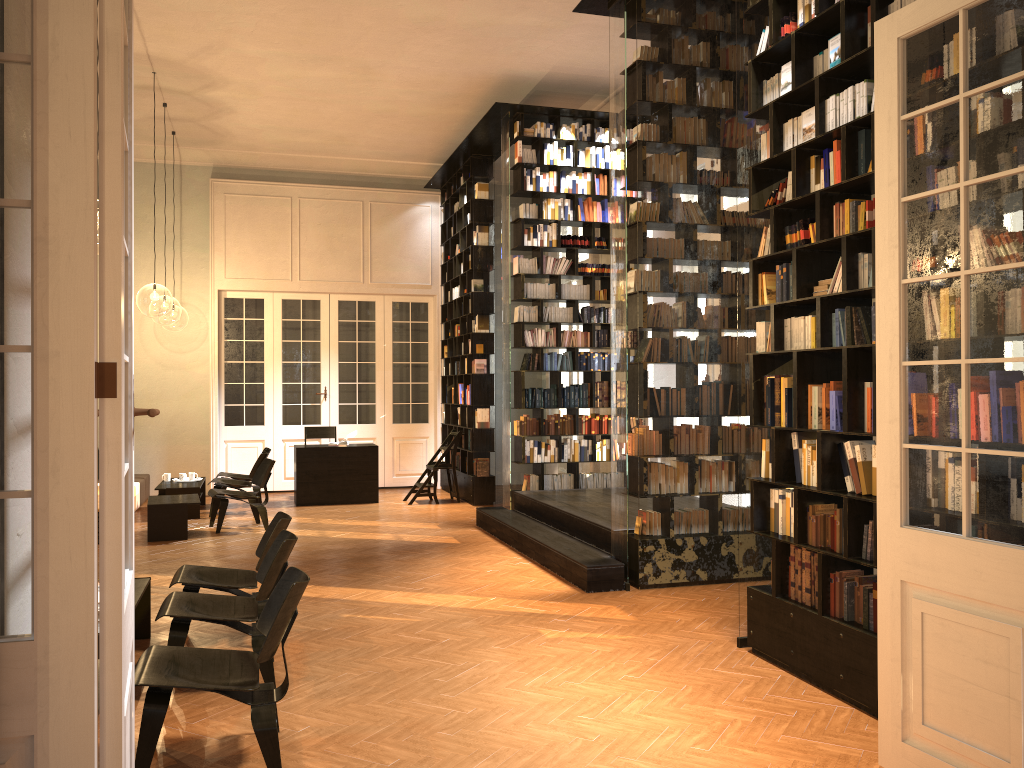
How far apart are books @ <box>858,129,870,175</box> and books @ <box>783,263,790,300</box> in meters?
0.8 m

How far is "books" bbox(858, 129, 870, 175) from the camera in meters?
4.6

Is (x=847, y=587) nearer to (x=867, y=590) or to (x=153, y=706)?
(x=867, y=590)

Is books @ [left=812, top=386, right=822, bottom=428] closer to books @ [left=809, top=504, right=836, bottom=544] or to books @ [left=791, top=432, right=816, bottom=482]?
books @ [left=791, top=432, right=816, bottom=482]

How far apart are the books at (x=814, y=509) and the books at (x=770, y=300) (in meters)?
1.28

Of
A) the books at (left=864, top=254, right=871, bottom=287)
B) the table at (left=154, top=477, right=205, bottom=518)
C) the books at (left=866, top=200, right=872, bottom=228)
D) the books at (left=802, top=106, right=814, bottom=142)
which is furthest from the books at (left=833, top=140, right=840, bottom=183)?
the table at (left=154, top=477, right=205, bottom=518)

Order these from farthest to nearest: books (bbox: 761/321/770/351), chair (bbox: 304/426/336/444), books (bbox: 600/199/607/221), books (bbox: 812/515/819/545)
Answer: chair (bbox: 304/426/336/444) < books (bbox: 600/199/607/221) < books (bbox: 761/321/770/351) < books (bbox: 812/515/819/545)

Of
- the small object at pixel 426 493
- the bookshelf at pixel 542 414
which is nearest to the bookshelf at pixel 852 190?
the bookshelf at pixel 542 414

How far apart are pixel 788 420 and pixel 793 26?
2.3m

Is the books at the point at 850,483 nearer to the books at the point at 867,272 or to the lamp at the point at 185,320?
the books at the point at 867,272
